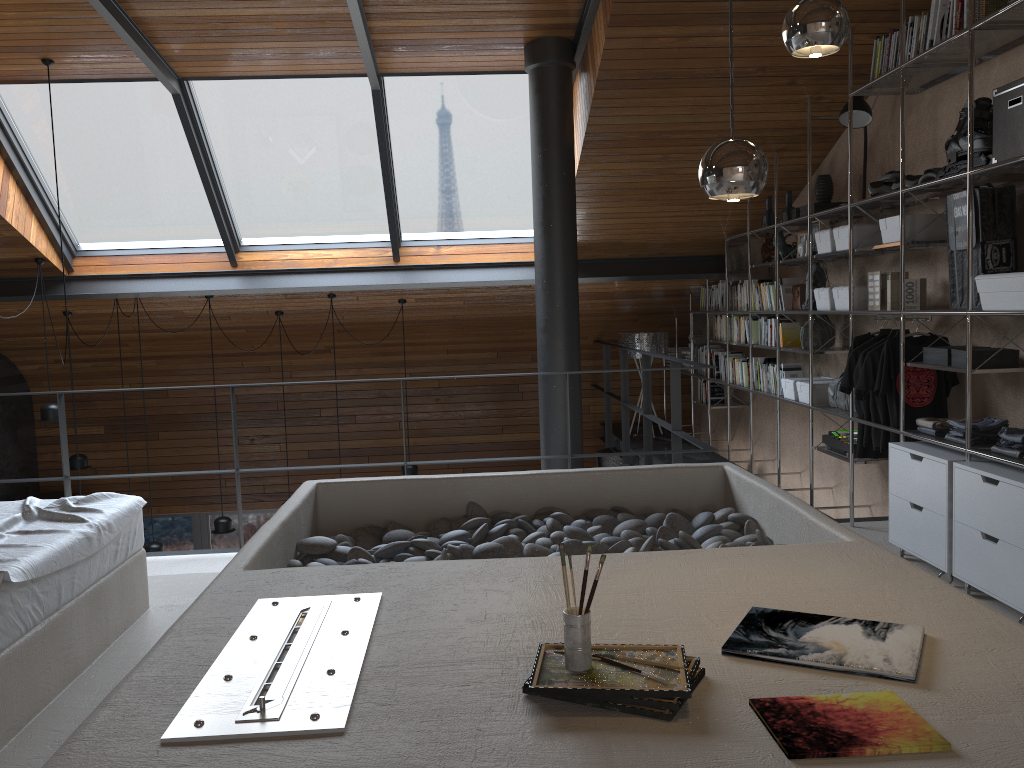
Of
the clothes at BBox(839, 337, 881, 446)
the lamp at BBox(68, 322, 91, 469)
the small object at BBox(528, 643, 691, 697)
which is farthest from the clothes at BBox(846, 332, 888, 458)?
the lamp at BBox(68, 322, 91, 469)

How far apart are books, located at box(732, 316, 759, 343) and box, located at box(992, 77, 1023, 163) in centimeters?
314cm

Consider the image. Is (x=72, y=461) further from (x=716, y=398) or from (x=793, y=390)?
(x=793, y=390)

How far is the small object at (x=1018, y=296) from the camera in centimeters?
336cm

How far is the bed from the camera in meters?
2.4 m

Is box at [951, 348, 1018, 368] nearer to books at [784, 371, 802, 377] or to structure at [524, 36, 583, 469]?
books at [784, 371, 802, 377]

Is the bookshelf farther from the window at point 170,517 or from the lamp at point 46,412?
the lamp at point 46,412

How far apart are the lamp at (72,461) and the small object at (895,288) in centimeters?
673cm

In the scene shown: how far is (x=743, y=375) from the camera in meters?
6.8 m

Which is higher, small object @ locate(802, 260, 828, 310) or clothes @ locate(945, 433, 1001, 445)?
small object @ locate(802, 260, 828, 310)
